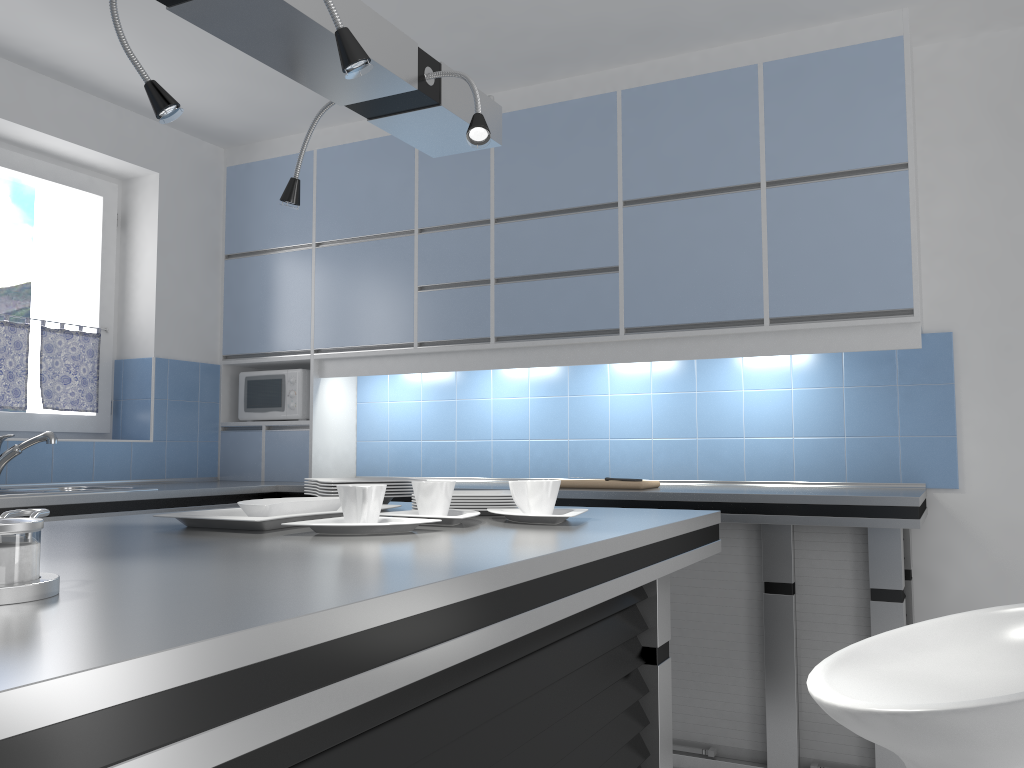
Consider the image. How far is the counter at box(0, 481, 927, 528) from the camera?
2.8m

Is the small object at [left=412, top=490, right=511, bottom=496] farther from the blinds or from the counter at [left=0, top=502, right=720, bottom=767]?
the blinds

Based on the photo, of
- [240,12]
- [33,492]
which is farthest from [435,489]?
[33,492]

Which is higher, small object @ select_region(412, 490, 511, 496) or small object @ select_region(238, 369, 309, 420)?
small object @ select_region(238, 369, 309, 420)

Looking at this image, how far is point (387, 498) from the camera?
2.28m

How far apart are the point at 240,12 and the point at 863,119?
2.5m

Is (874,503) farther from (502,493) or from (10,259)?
(10,259)

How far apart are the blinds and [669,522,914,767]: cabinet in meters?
2.8 m

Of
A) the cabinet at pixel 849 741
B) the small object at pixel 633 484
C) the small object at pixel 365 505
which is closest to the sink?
the small object at pixel 633 484

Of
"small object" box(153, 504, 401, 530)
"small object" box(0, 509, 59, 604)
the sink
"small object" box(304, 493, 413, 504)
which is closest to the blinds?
the sink
